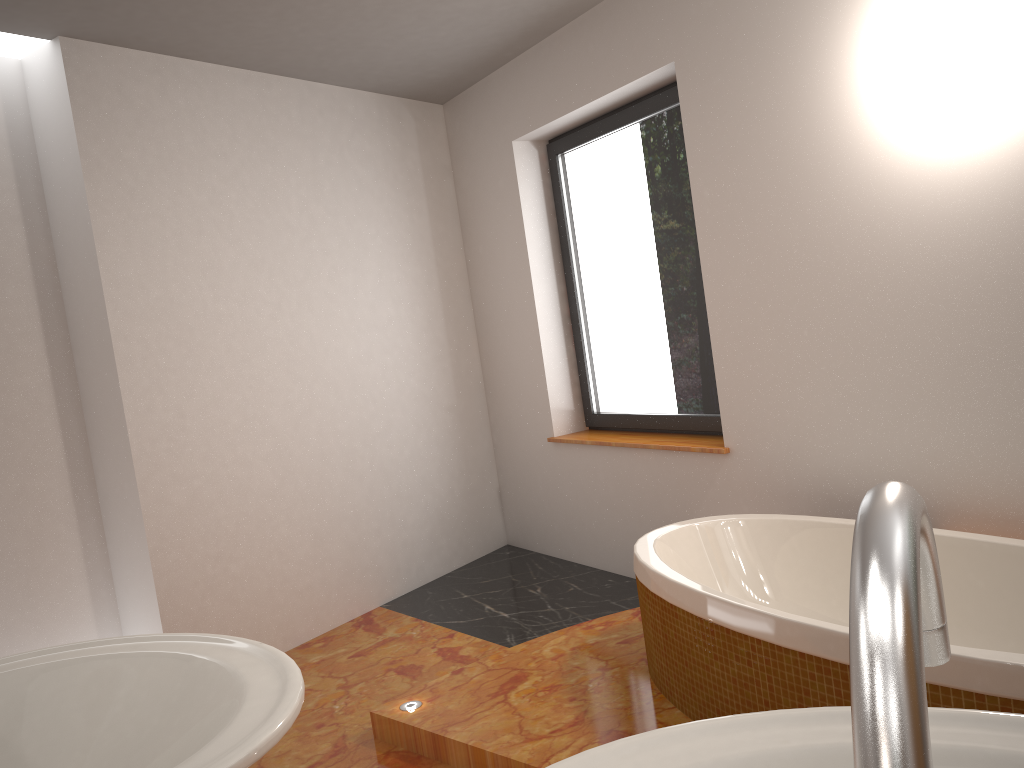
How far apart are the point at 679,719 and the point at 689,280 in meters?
1.9 m

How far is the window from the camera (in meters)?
3.75

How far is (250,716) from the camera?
0.7m

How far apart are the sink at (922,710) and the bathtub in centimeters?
130cm

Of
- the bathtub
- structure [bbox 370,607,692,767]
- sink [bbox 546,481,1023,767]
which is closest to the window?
the bathtub

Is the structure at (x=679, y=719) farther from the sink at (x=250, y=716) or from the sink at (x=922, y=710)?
the sink at (x=922, y=710)

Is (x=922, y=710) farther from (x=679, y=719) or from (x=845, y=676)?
(x=679, y=719)

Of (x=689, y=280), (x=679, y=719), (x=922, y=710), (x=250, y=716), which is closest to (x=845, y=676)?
(x=679, y=719)

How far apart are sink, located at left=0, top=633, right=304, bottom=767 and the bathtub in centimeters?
141cm

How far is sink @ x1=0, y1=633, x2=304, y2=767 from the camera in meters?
0.7 m
